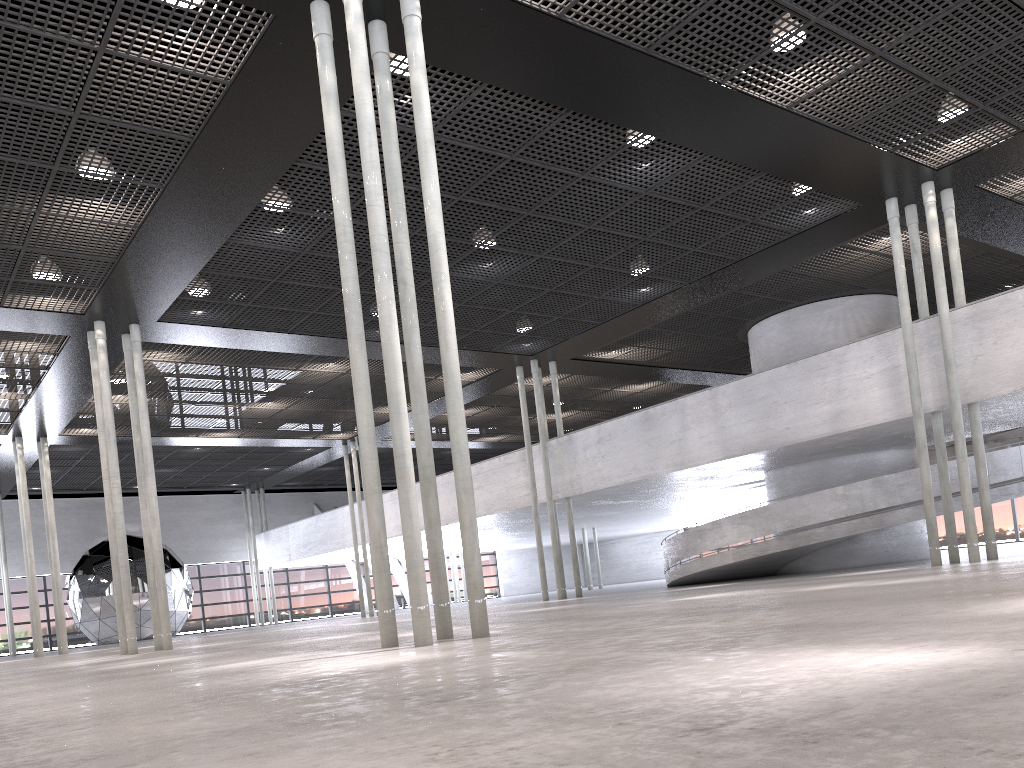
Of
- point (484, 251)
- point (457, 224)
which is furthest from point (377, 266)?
point (484, 251)
